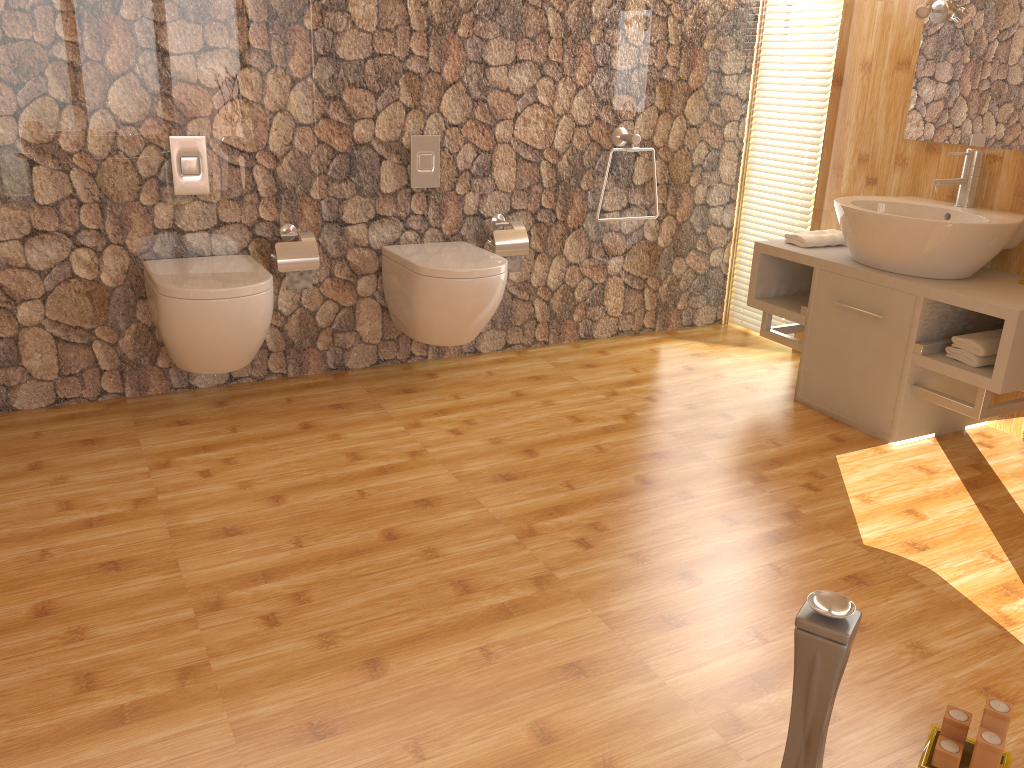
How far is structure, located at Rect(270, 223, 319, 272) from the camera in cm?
320

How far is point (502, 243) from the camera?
3.6 meters

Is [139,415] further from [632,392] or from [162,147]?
[632,392]

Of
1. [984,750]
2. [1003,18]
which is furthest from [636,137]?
[984,750]

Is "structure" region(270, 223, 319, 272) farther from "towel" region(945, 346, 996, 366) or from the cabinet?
"towel" region(945, 346, 996, 366)

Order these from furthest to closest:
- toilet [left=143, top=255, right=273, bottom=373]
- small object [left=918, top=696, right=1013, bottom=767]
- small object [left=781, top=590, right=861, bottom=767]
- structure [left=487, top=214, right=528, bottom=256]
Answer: structure [left=487, top=214, right=528, bottom=256] → toilet [left=143, top=255, right=273, bottom=373] → small object [left=918, top=696, right=1013, bottom=767] → small object [left=781, top=590, right=861, bottom=767]

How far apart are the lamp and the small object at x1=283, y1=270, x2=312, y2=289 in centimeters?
242cm

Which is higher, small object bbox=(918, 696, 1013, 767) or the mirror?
the mirror

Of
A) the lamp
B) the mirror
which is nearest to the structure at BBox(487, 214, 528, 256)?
the mirror

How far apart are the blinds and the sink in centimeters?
→ 59cm
